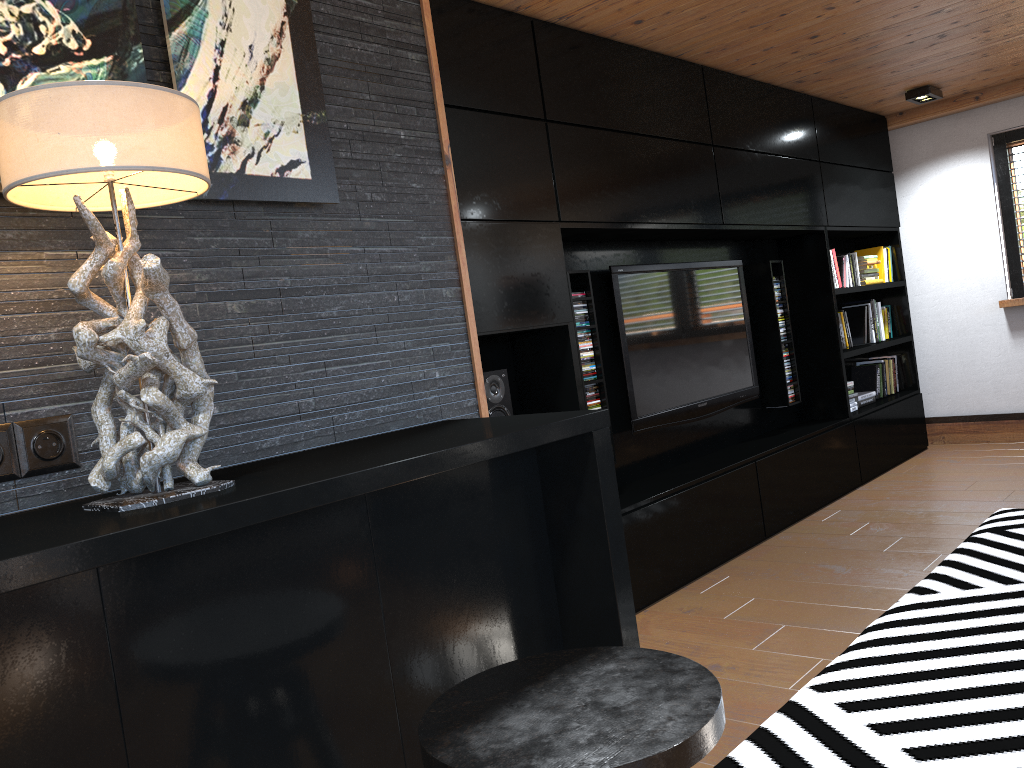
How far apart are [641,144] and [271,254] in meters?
2.6 m

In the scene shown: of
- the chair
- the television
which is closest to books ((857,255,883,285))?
the television

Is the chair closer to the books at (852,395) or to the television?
the television

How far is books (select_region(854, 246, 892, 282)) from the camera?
6.14m

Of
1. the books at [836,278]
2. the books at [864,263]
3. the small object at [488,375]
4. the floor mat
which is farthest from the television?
the books at [864,263]

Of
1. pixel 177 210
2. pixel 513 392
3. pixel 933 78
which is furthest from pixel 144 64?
pixel 933 78

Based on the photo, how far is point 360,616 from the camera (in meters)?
1.32

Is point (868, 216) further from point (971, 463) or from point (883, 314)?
point (971, 463)

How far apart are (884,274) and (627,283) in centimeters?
287cm

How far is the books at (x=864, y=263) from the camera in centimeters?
593cm
